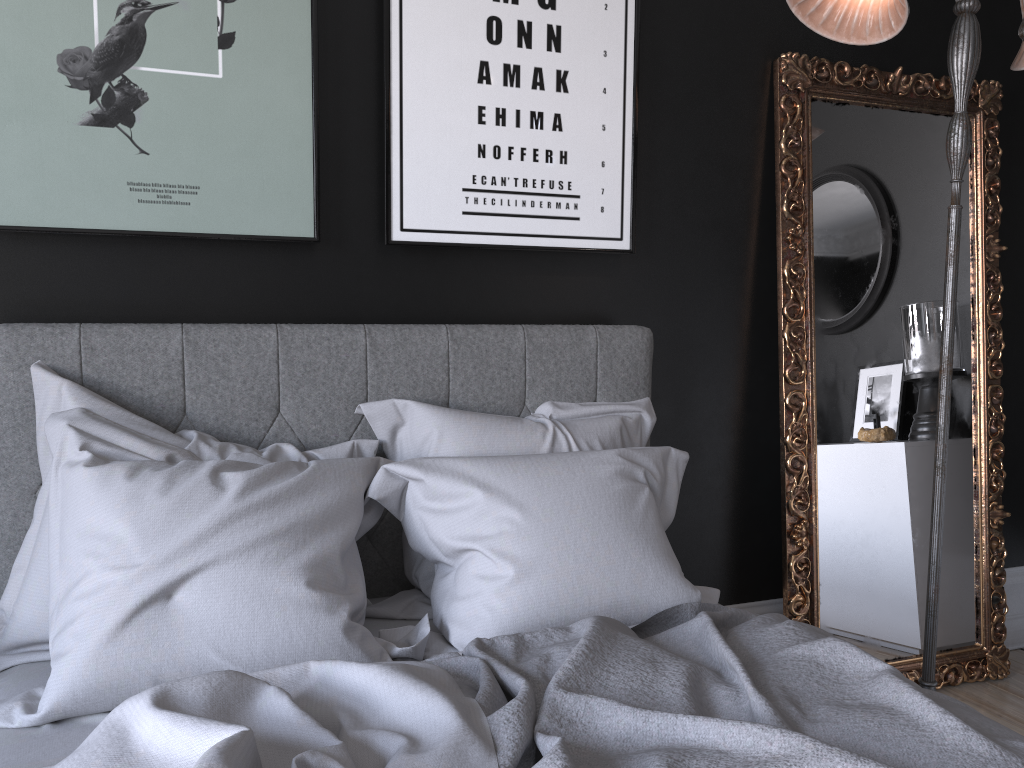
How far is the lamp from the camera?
2.30m

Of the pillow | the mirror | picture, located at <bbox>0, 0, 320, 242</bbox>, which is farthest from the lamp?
picture, located at <bbox>0, 0, 320, 242</bbox>

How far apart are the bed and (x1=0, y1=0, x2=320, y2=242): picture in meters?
0.2 m

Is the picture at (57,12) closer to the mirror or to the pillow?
the pillow

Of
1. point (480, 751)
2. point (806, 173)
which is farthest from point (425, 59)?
point (480, 751)

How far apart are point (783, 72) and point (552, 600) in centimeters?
198cm

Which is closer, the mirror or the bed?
the bed

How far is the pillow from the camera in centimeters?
166cm

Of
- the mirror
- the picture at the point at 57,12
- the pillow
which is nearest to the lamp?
the mirror

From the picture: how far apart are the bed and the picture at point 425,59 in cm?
25
